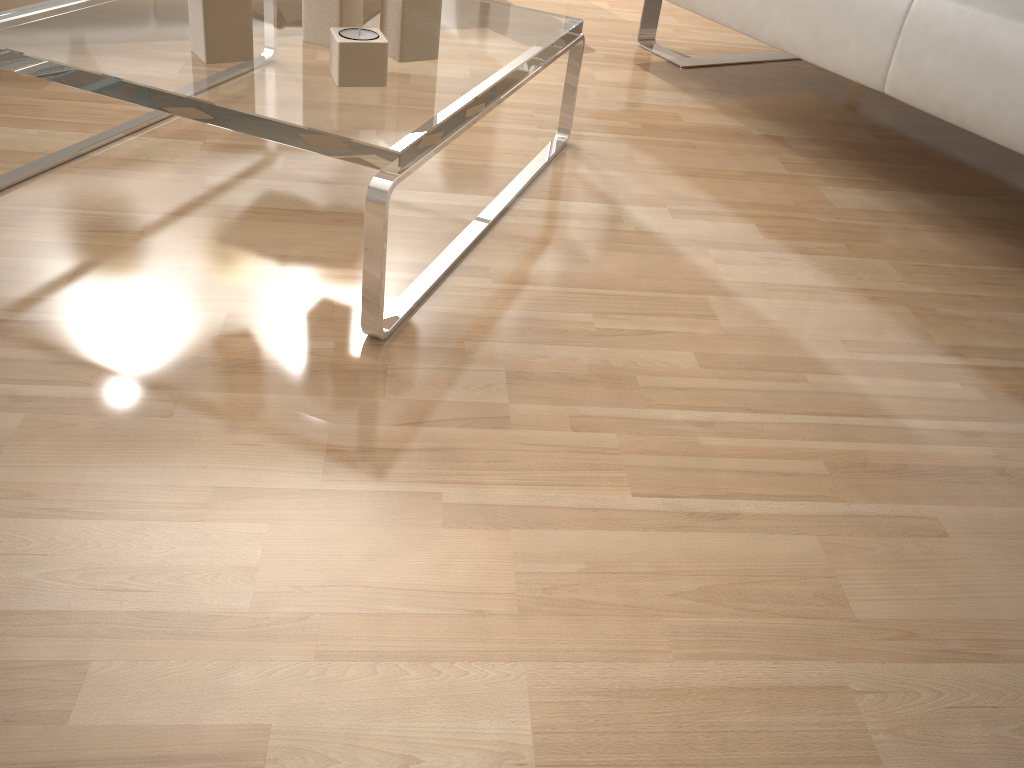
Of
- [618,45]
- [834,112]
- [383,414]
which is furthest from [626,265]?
[618,45]

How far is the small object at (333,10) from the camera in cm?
120

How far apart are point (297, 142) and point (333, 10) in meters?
0.3

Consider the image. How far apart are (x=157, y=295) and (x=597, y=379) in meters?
0.6

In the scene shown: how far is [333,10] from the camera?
1.2 meters

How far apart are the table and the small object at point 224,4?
0.0m

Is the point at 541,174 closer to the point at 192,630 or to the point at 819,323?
the point at 819,323

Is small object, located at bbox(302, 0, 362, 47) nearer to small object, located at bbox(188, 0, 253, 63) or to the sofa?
small object, located at bbox(188, 0, 253, 63)

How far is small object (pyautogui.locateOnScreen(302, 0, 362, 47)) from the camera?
1.20m

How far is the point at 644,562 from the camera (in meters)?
0.86
